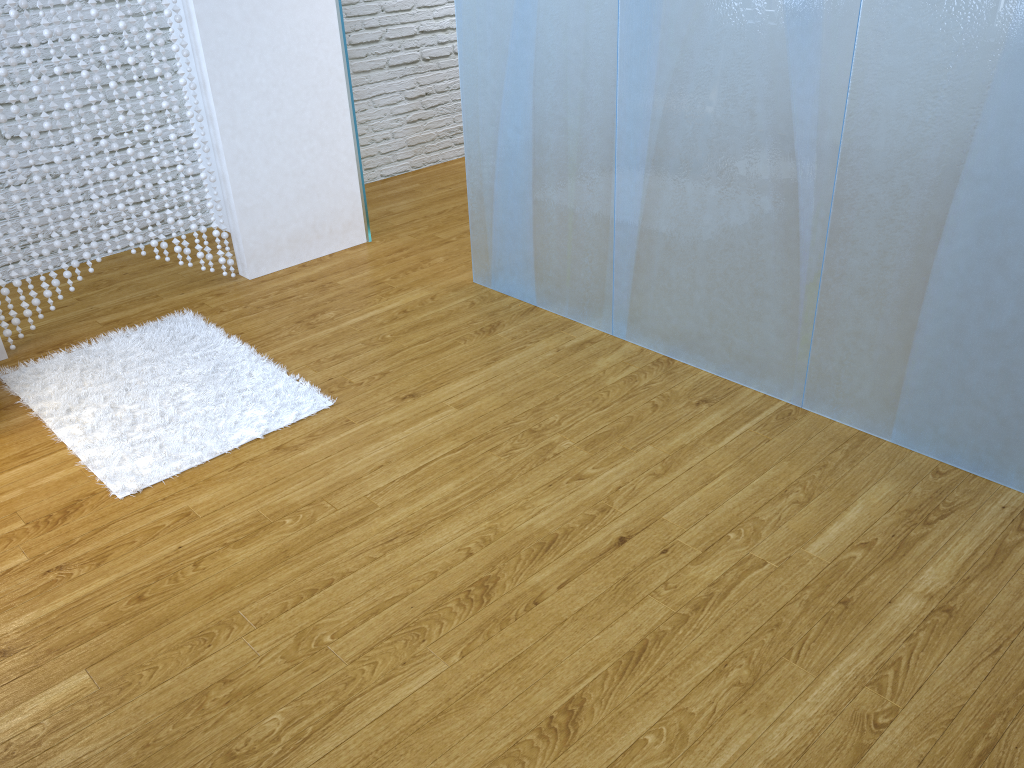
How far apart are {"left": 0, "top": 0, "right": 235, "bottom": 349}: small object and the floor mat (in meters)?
0.20

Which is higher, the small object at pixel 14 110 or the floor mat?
the small object at pixel 14 110

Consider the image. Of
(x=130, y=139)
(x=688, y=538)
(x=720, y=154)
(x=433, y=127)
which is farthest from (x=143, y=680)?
(x=433, y=127)

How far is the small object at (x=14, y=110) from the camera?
2.97m

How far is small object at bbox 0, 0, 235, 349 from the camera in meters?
3.0 m

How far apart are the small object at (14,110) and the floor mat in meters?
0.2

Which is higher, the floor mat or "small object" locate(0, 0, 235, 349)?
"small object" locate(0, 0, 235, 349)

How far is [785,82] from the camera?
2.33m

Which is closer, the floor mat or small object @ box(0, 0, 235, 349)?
the floor mat

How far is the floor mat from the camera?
2.57m
